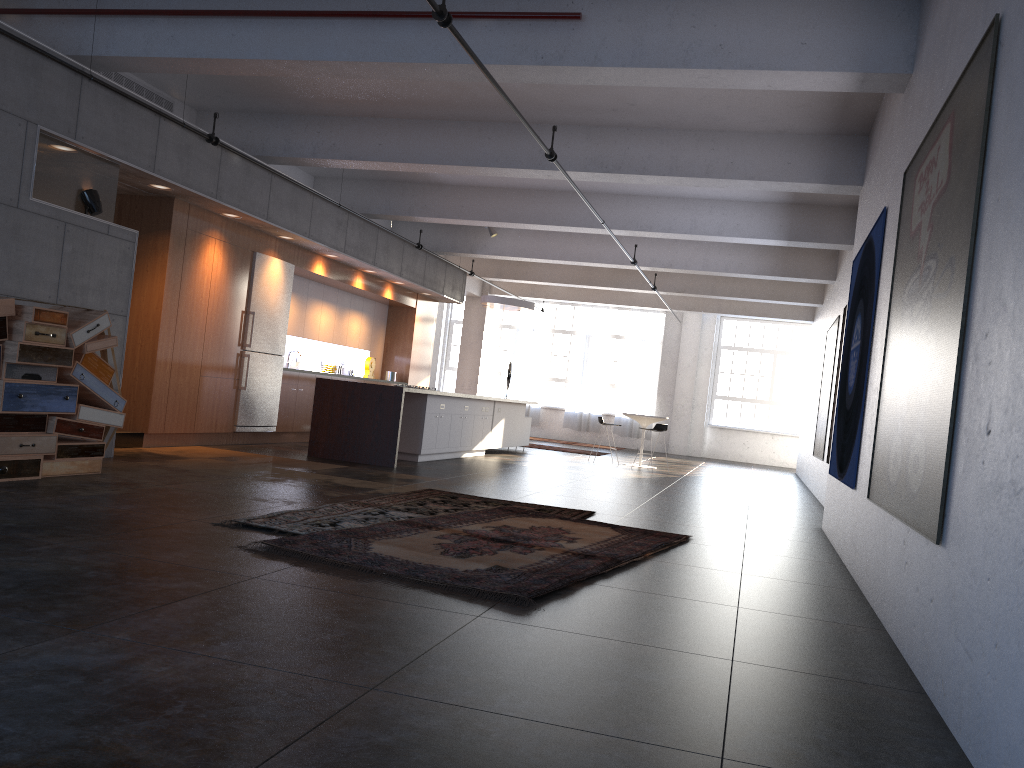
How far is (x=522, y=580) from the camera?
4.6 meters

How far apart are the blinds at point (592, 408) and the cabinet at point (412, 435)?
6.93m

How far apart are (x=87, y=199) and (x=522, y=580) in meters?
5.7 m

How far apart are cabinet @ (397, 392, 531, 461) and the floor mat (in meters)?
4.28

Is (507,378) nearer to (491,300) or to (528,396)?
(528,396)

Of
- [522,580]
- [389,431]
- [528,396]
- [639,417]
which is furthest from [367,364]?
[522,580]

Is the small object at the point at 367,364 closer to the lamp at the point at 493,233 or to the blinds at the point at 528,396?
the lamp at the point at 493,233

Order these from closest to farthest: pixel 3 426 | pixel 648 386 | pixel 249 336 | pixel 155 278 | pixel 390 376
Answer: pixel 3 426, pixel 155 278, pixel 249 336, pixel 390 376, pixel 648 386

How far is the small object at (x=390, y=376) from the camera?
16.2m

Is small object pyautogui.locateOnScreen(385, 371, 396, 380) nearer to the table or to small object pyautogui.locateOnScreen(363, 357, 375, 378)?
small object pyautogui.locateOnScreen(363, 357, 375, 378)
